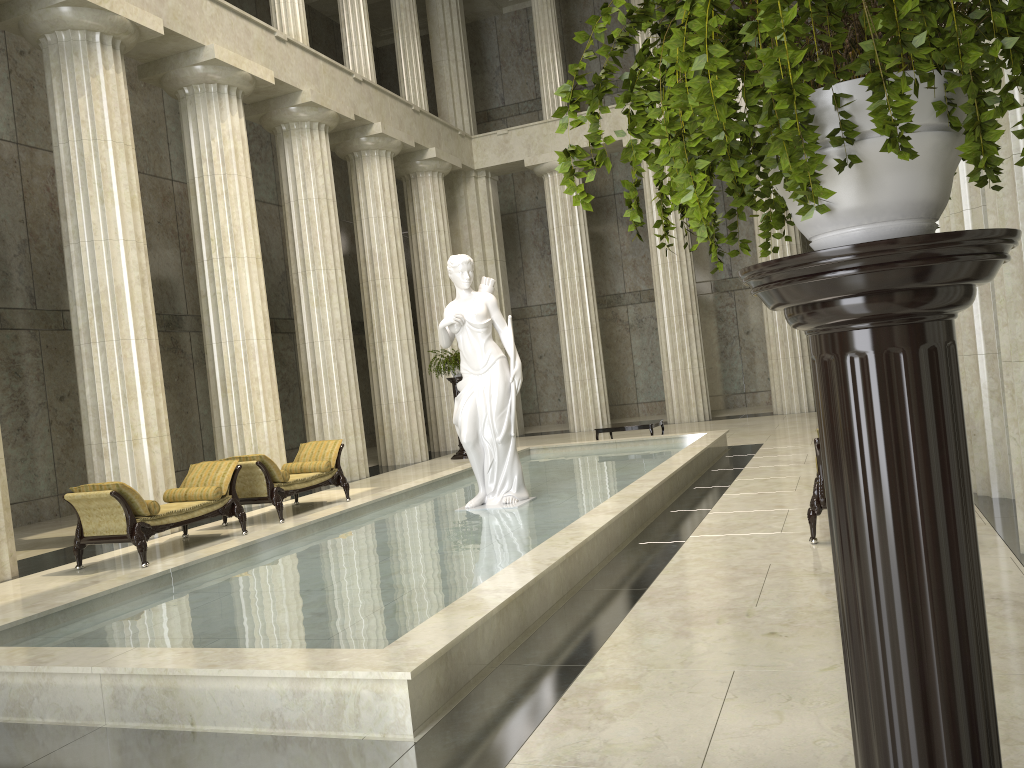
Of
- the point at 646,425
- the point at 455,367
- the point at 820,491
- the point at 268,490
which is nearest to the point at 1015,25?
the point at 820,491

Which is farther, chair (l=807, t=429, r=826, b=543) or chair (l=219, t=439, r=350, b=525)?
chair (l=219, t=439, r=350, b=525)

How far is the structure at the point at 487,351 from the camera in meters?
9.8 m

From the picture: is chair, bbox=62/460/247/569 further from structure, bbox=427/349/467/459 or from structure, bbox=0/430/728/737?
structure, bbox=427/349/467/459

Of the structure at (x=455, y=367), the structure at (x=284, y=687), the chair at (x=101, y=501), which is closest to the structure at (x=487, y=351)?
the structure at (x=284, y=687)

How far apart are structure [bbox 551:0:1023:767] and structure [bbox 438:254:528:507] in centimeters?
768cm

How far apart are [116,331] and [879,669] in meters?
11.8 m

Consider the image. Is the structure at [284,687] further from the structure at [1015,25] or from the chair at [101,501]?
the structure at [1015,25]

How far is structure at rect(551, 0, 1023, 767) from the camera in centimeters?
115cm

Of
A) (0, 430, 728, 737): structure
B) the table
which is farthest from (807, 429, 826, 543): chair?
the table
